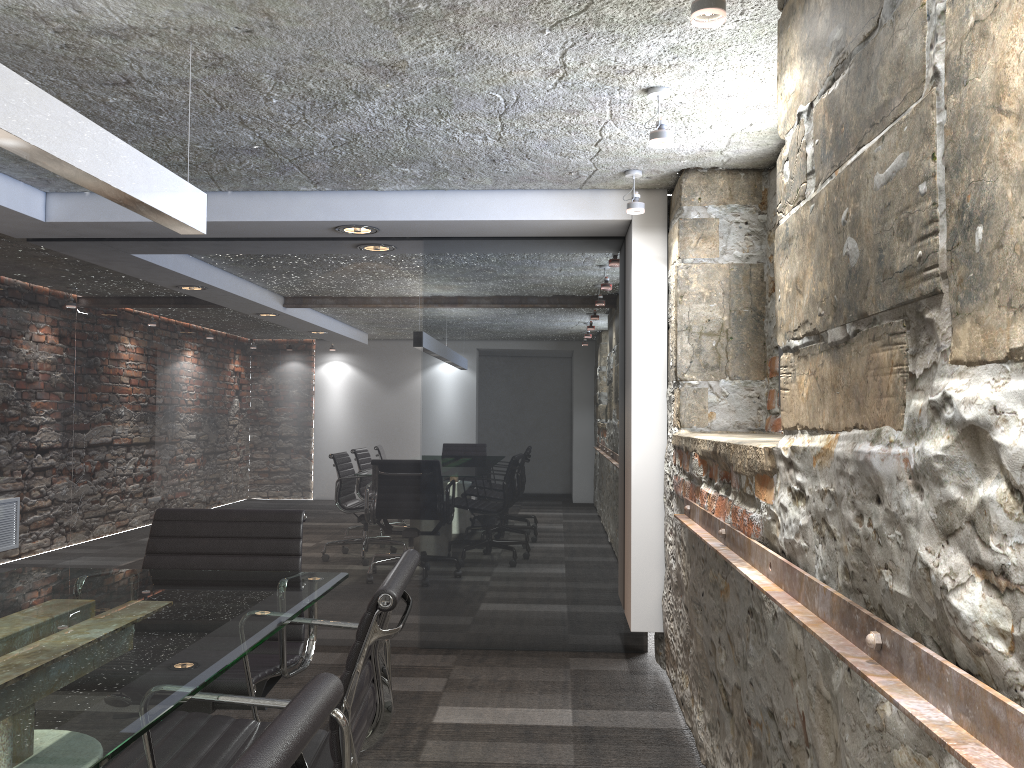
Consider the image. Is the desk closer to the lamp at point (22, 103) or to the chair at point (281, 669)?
the chair at point (281, 669)

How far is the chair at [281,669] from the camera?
2.4m

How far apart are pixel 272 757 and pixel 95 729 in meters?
0.6

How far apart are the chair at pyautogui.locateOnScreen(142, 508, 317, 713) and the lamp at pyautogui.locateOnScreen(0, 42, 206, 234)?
0.9 meters

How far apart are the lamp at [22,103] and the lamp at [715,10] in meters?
1.3 m

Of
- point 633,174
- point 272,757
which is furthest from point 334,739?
point 633,174

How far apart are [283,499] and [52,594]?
2.33m

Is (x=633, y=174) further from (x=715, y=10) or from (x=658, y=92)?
(x=715, y=10)

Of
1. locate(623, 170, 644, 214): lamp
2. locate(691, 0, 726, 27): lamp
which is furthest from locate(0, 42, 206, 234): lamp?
locate(623, 170, 644, 214): lamp

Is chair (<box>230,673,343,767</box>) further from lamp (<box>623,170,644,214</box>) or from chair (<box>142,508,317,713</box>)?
lamp (<box>623,170,644,214</box>)
